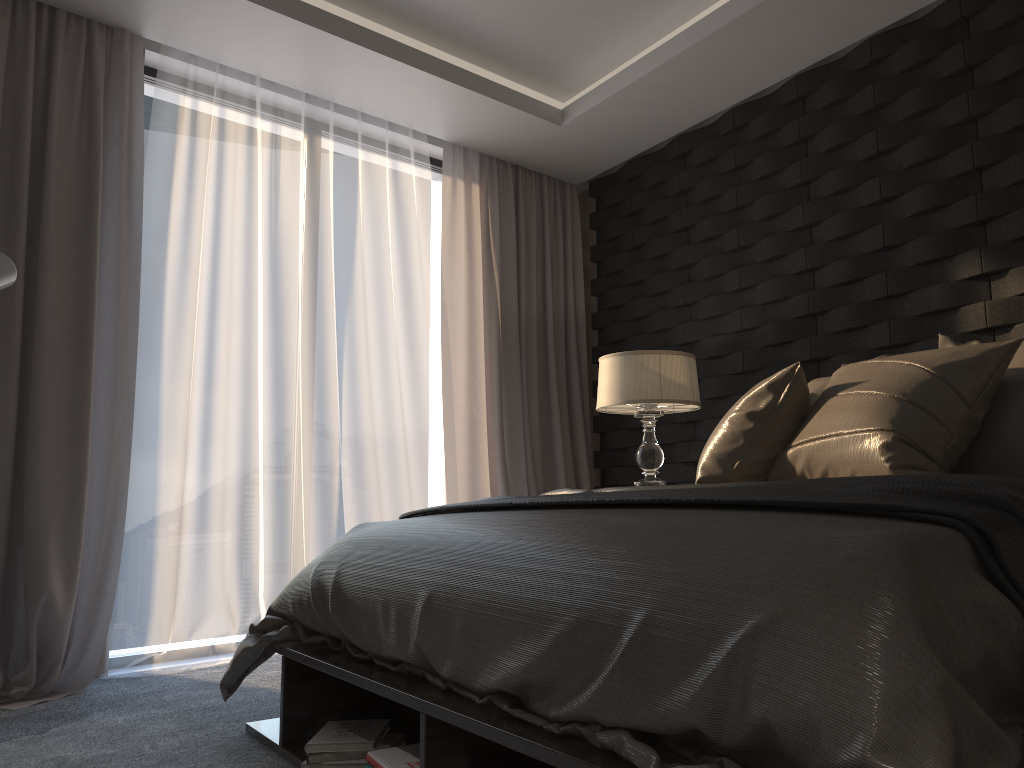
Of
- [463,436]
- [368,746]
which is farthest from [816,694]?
[463,436]

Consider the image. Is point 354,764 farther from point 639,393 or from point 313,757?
point 639,393

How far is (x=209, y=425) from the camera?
3.74m

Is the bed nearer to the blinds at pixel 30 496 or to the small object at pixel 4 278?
the blinds at pixel 30 496

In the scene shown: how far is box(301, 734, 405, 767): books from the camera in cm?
201

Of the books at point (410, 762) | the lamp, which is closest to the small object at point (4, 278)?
the books at point (410, 762)

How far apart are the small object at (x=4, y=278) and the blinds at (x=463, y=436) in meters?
2.1 m

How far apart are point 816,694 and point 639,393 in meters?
2.7 m

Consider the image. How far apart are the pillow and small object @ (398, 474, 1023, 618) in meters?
0.2 m

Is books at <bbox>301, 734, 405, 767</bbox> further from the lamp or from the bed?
the lamp
